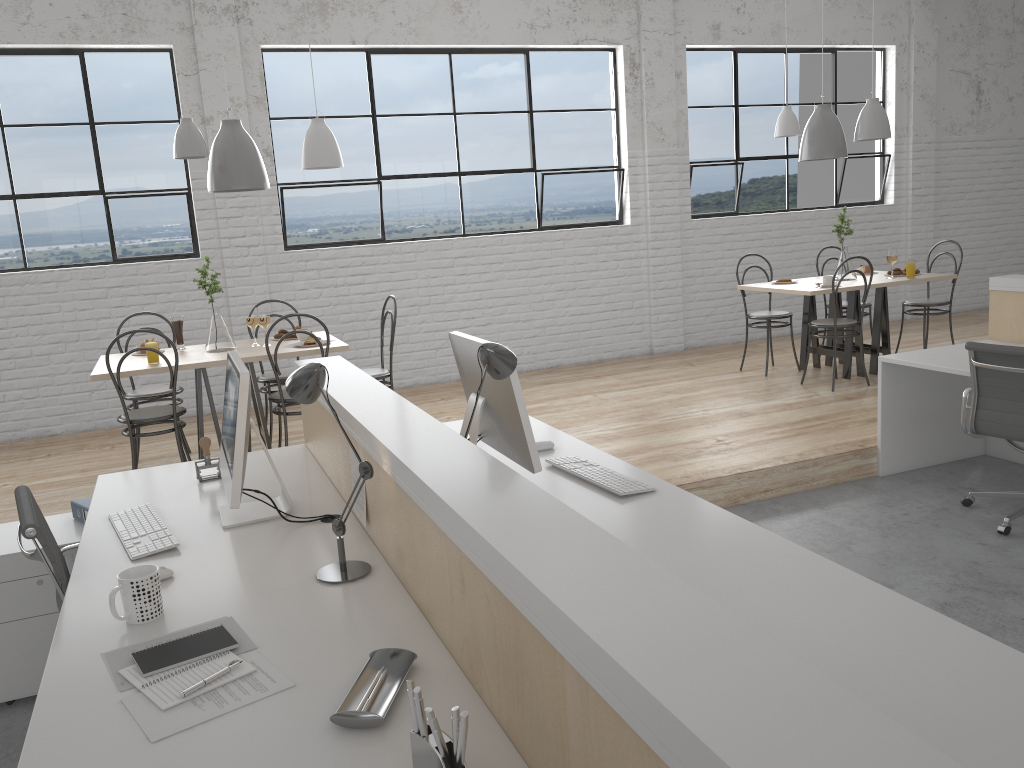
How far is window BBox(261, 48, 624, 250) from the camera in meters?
5.2 m

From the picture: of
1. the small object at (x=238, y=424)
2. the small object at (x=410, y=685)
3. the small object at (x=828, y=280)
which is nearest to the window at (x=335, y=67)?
the small object at (x=828, y=280)

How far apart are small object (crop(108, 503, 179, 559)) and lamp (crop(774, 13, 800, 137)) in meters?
4.0 m

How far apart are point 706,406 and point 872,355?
1.18m

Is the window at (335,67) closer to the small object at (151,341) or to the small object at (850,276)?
the small object at (850,276)

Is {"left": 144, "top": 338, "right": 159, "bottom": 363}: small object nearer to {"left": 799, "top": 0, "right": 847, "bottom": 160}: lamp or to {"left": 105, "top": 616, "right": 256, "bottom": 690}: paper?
{"left": 105, "top": 616, "right": 256, "bottom": 690}: paper

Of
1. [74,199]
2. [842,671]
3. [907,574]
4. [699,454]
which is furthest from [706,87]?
[842,671]

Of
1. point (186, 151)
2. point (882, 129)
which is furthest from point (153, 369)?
point (882, 129)

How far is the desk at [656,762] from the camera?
0.7 meters

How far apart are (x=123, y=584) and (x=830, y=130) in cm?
451
